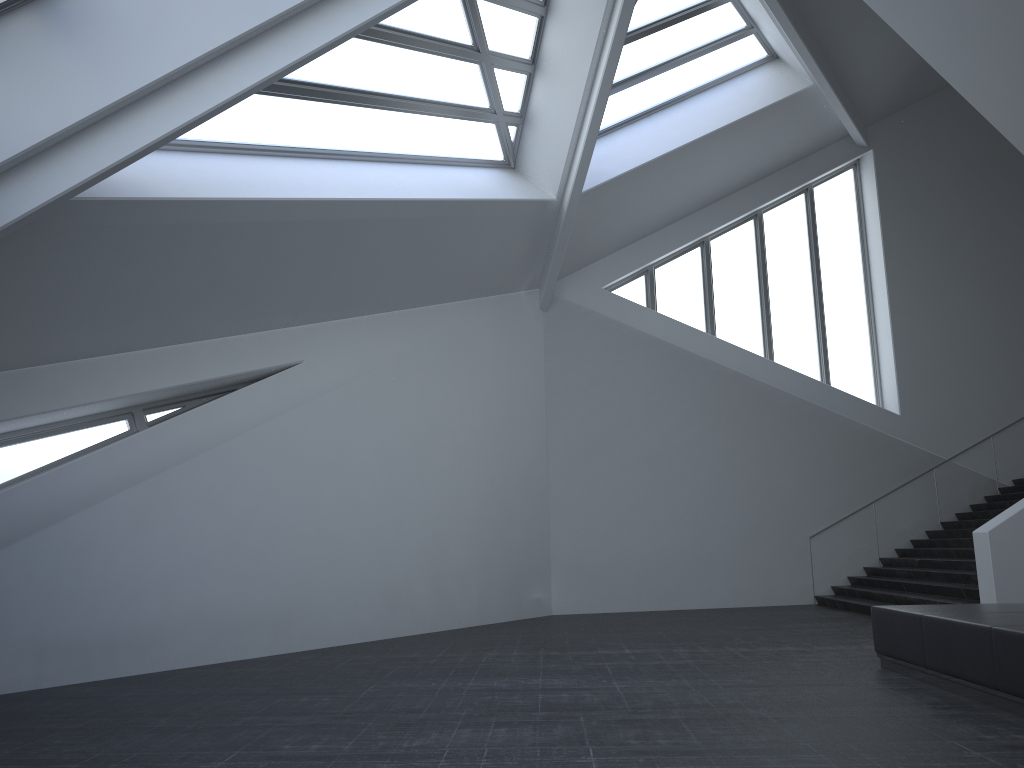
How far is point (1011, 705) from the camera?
6.09m

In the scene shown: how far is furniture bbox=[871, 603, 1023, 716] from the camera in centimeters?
609cm

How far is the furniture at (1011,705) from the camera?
6.1m
